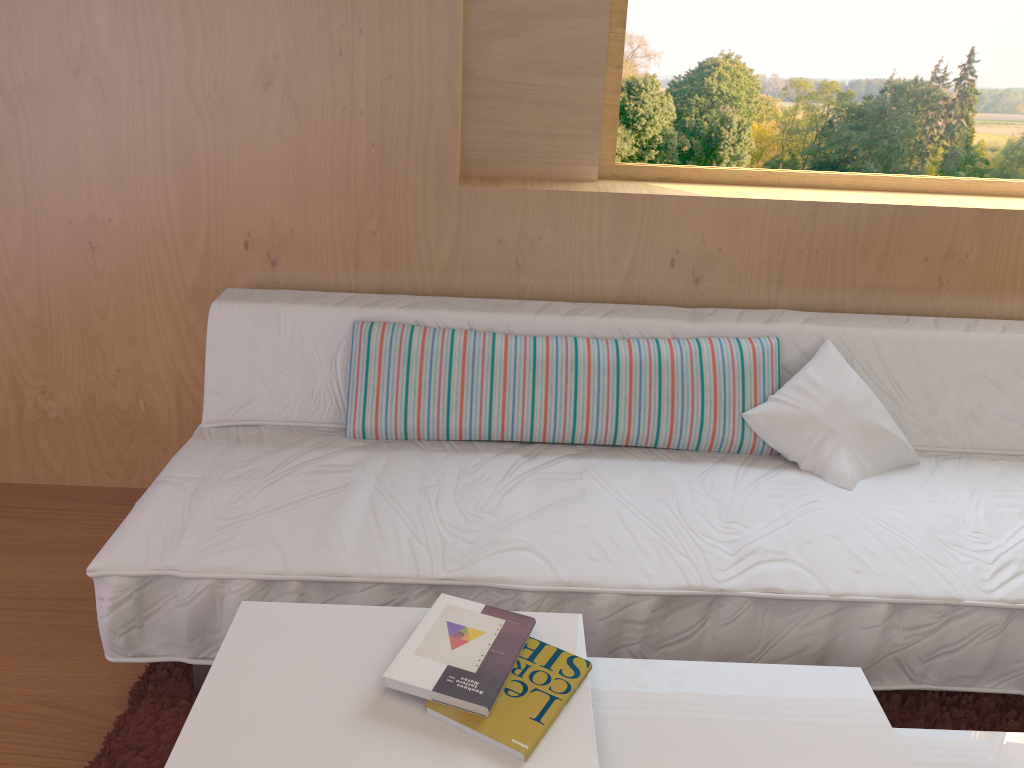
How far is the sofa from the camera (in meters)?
1.65

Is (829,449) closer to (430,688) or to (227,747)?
(430,688)

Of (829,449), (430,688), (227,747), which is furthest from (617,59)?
(227,747)

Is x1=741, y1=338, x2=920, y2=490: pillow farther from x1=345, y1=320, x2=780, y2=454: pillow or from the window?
the window

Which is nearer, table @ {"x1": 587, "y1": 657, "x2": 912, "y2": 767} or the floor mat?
table @ {"x1": 587, "y1": 657, "x2": 912, "y2": 767}

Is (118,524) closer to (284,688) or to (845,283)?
(284,688)

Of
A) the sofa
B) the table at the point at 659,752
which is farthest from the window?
the table at the point at 659,752

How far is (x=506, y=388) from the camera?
2.07m

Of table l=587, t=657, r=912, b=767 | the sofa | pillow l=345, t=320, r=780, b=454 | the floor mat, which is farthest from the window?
table l=587, t=657, r=912, b=767

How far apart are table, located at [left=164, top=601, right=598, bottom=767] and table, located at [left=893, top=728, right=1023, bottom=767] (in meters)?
0.51
